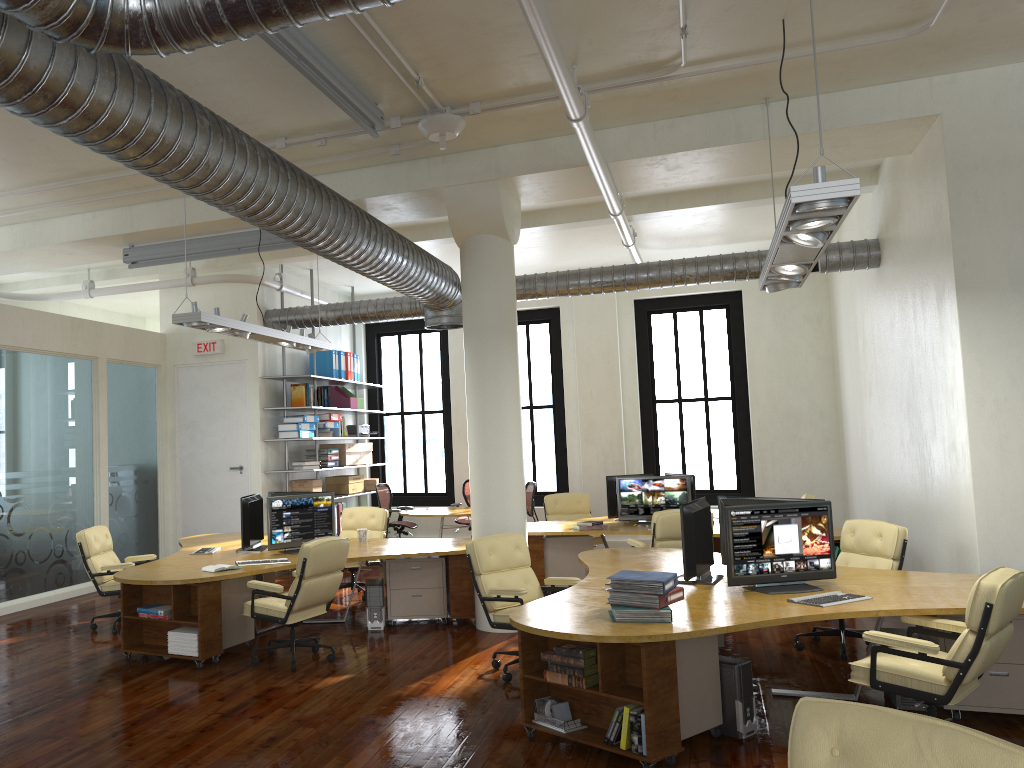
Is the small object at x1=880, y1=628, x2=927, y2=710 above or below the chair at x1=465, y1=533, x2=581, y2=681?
below

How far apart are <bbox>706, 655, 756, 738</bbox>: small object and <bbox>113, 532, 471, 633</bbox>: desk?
3.27m

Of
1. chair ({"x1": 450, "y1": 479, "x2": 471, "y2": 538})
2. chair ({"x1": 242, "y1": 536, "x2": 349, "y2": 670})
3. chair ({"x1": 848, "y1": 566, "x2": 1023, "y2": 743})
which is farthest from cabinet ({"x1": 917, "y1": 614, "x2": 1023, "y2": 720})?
chair ({"x1": 450, "y1": 479, "x2": 471, "y2": 538})

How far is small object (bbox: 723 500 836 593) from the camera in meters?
5.6 m

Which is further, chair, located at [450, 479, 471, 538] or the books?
chair, located at [450, 479, 471, 538]

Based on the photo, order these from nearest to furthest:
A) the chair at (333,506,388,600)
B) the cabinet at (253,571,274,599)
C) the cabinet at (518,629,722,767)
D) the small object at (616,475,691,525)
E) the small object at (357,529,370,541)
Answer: the cabinet at (518,629,722,767) < the small object at (357,529,370,541) < the cabinet at (253,571,274,599) < the small object at (616,475,691,525) < the chair at (333,506,388,600)

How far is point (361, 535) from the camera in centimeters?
936cm

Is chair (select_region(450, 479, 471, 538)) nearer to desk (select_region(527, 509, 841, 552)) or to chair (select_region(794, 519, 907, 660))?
desk (select_region(527, 509, 841, 552))

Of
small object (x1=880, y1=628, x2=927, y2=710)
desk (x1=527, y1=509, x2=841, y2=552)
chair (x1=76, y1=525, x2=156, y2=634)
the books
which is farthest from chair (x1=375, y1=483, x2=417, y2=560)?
the books

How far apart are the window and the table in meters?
2.3 m
